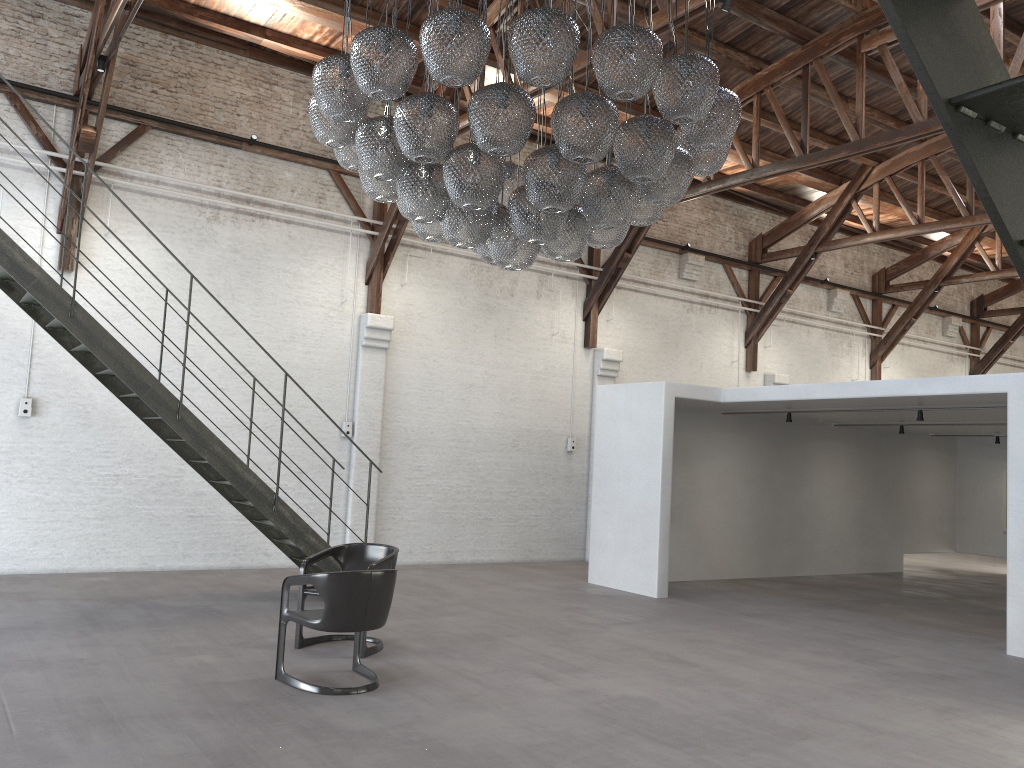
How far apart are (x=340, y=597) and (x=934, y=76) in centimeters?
466cm

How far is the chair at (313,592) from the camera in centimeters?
660cm

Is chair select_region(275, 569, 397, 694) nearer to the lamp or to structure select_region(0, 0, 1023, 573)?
the lamp

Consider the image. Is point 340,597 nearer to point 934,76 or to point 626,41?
point 626,41

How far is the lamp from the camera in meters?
4.4

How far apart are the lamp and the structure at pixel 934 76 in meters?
3.0

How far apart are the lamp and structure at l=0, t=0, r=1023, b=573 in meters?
3.0 m

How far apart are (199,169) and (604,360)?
6.5m

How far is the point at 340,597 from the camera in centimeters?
537cm

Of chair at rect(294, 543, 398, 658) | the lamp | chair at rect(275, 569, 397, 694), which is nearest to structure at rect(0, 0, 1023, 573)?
chair at rect(294, 543, 398, 658)
